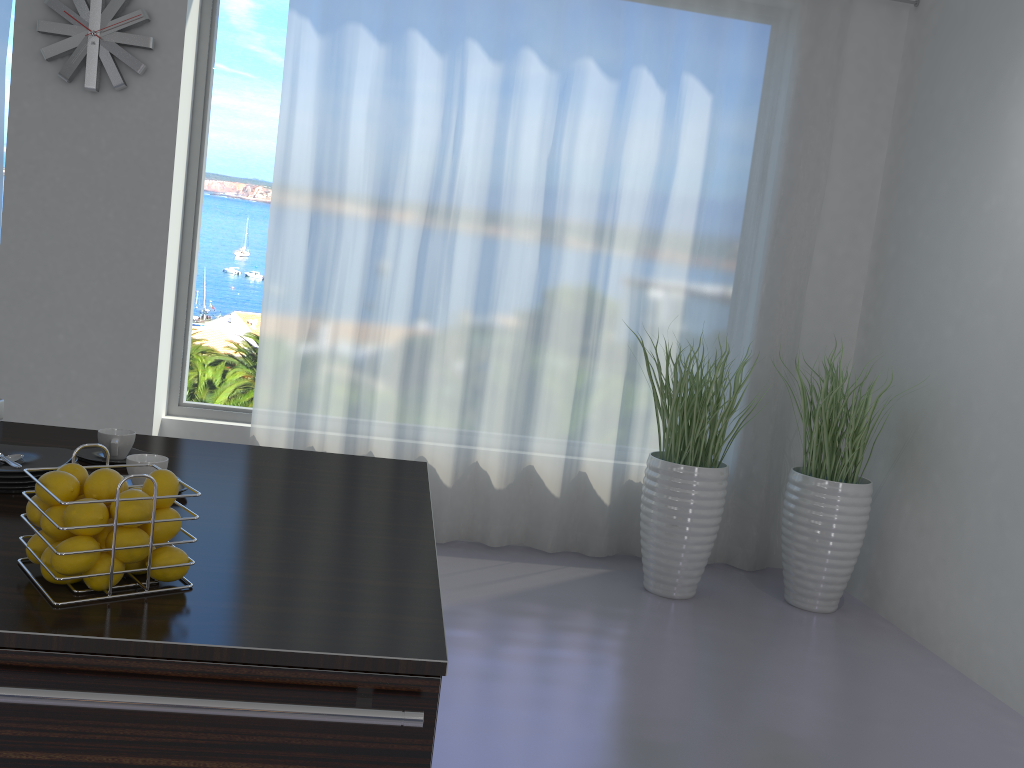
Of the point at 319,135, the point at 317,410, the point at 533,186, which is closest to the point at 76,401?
the point at 317,410

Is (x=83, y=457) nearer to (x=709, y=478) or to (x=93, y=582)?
(x=93, y=582)

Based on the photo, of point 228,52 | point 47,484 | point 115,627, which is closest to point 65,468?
point 47,484

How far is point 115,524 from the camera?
1.2m

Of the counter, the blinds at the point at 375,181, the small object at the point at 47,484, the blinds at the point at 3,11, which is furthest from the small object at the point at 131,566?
the blinds at the point at 3,11

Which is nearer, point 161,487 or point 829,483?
point 161,487

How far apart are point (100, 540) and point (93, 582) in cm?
6

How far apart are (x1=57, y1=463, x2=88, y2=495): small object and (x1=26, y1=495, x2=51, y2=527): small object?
0.1 meters

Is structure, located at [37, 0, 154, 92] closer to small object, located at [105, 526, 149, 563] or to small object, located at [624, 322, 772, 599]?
small object, located at [624, 322, 772, 599]

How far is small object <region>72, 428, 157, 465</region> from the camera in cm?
193
